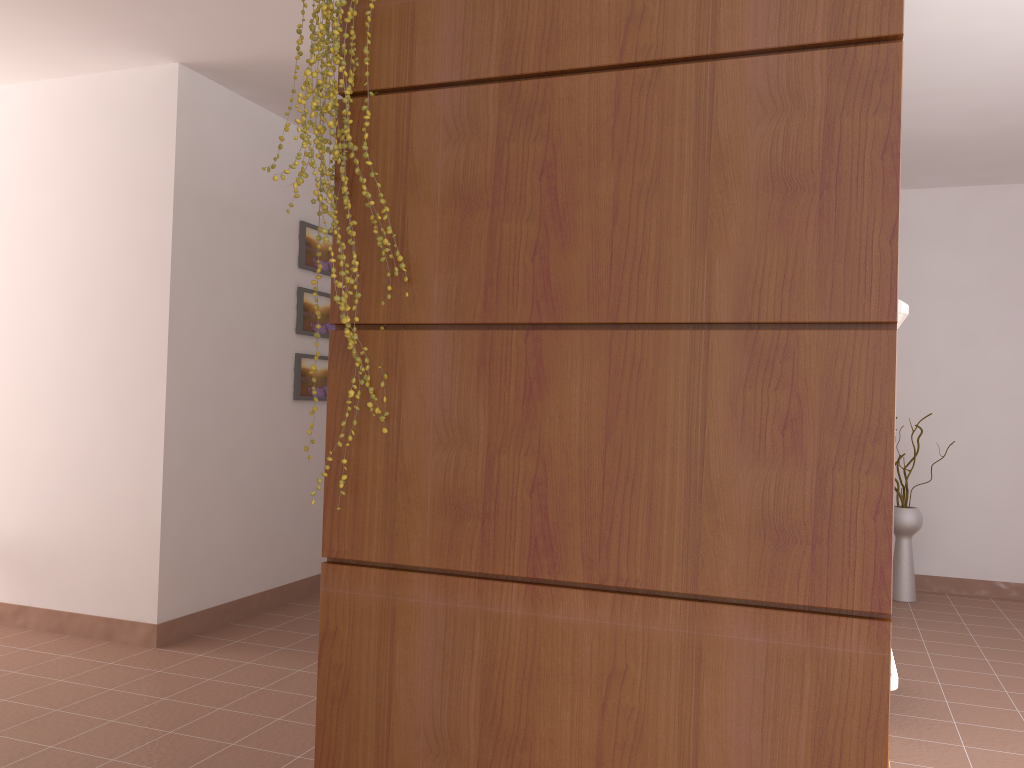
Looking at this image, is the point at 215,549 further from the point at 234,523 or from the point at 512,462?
the point at 512,462

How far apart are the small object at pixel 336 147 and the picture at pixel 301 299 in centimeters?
321cm

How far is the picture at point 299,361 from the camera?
4.68m

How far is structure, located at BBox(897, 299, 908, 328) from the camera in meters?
1.8 m

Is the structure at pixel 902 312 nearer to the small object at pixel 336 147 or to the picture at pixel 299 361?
the small object at pixel 336 147

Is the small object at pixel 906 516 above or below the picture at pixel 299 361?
below

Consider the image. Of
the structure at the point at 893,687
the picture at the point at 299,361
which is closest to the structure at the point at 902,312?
the structure at the point at 893,687

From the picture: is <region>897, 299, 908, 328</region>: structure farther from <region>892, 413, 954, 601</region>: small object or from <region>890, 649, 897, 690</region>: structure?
<region>892, 413, 954, 601</region>: small object

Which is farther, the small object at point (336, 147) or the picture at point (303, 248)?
the picture at point (303, 248)

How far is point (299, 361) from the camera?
4.68m
